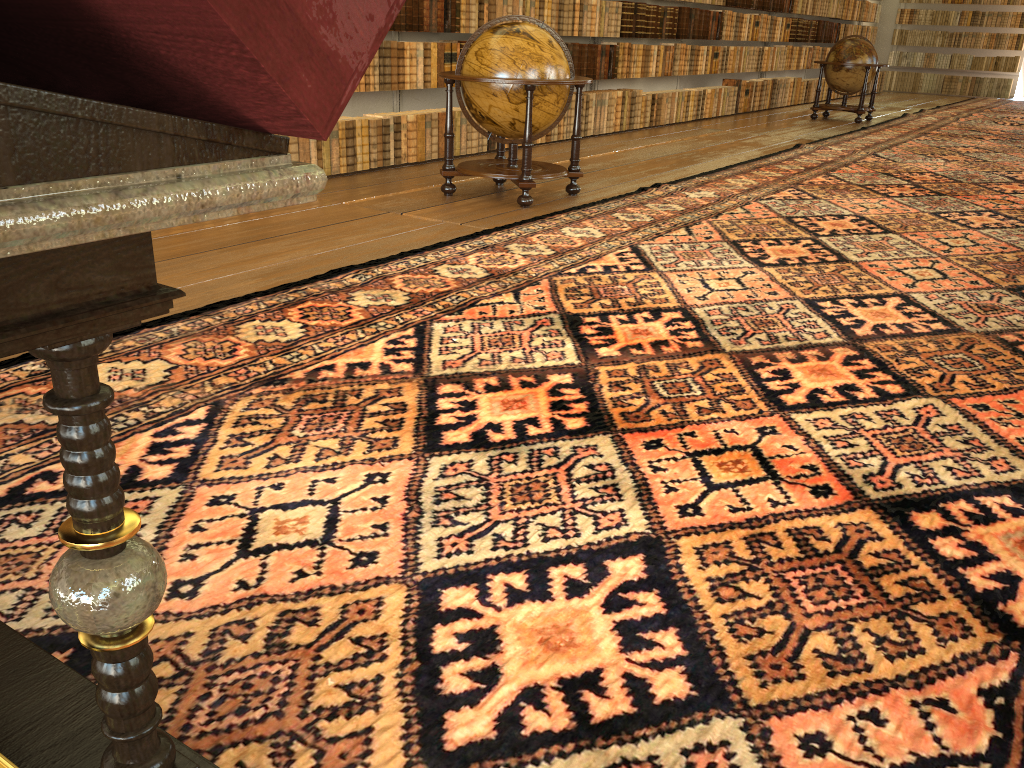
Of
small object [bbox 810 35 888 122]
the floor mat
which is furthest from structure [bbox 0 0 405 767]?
small object [bbox 810 35 888 122]

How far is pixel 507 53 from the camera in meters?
7.0

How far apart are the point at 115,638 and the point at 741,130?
13.88m

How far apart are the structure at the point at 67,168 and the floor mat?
0.2m

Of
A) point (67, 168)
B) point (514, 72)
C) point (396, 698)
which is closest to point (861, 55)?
point (514, 72)

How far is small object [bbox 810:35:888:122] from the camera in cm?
1551

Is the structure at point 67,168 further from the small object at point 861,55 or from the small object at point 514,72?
the small object at point 861,55

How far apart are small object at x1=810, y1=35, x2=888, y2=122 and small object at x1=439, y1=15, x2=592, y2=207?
9.95m

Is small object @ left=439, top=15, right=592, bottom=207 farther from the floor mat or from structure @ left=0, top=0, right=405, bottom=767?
structure @ left=0, top=0, right=405, bottom=767

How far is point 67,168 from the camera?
0.9m
